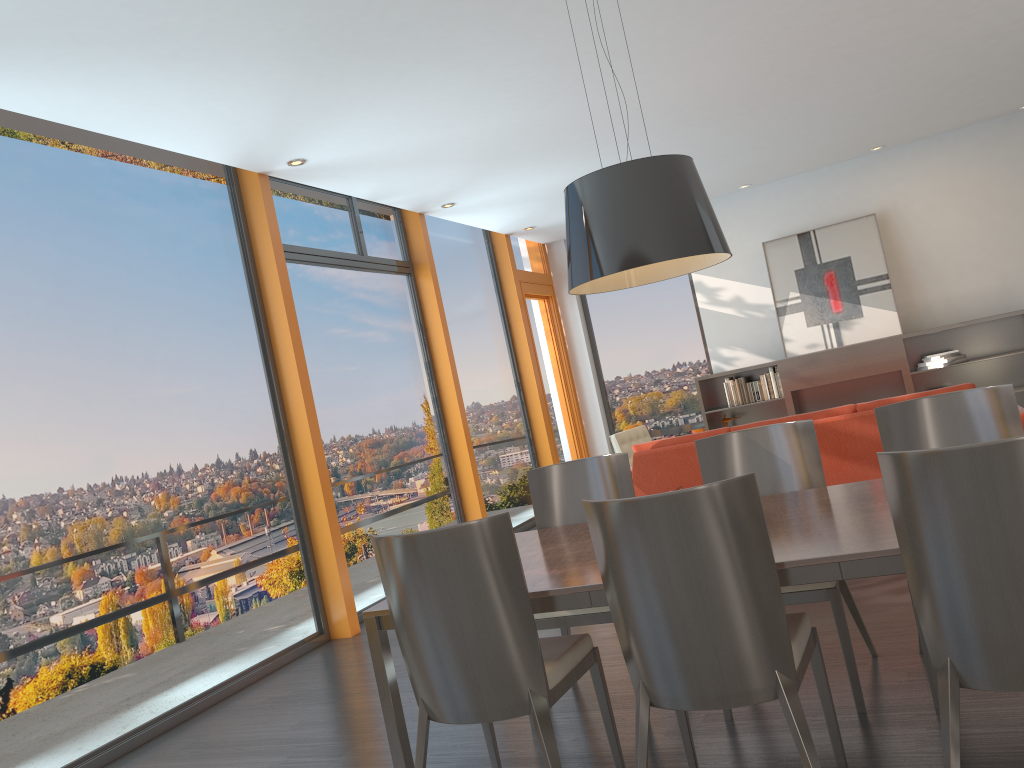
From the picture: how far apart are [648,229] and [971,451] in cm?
120

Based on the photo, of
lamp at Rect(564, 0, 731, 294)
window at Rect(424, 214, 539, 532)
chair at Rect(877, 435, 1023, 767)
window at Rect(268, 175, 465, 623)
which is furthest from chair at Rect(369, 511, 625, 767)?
window at Rect(424, 214, 539, 532)

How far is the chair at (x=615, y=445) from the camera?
8.0 meters

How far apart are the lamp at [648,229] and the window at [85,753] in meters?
2.8

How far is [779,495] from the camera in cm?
342

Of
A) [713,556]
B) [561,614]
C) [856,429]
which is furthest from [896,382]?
[713,556]

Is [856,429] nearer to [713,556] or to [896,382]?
[713,556]

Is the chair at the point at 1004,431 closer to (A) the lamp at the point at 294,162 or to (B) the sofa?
(B) the sofa

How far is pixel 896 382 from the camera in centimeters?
902cm

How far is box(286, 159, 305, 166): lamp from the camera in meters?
5.9 m
